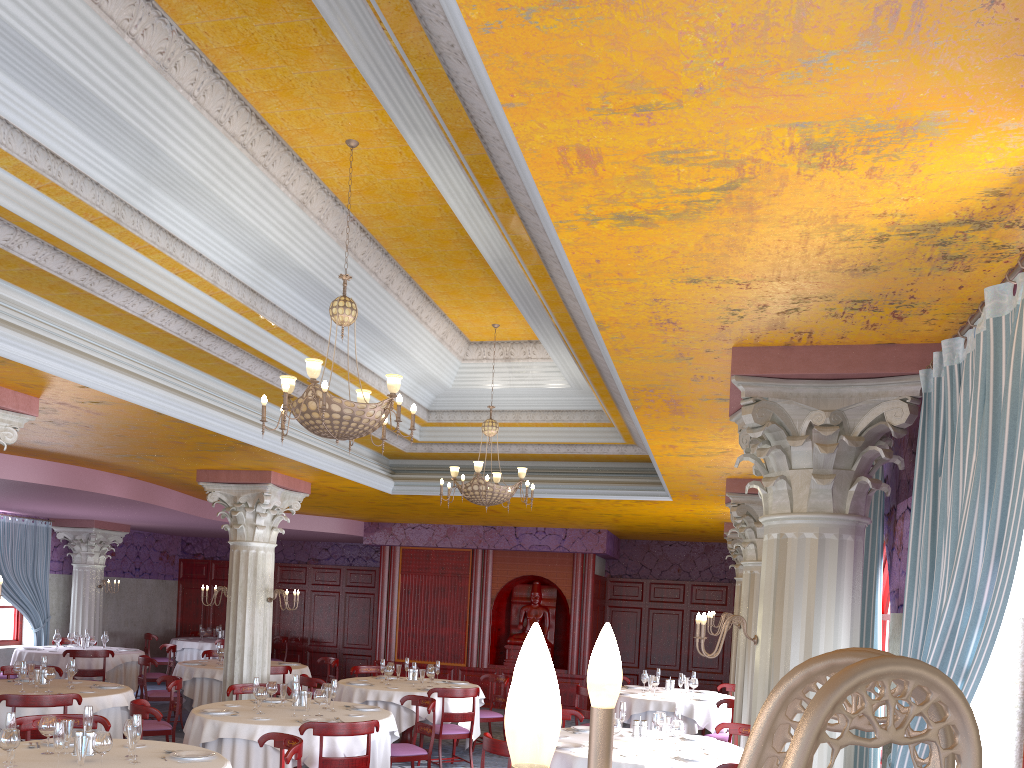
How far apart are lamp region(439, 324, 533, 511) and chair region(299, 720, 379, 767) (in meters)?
2.77

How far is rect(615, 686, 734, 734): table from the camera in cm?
1079

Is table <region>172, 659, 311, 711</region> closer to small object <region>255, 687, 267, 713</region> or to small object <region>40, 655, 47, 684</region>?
small object <region>40, 655, 47, 684</region>

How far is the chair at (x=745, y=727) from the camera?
8.1m

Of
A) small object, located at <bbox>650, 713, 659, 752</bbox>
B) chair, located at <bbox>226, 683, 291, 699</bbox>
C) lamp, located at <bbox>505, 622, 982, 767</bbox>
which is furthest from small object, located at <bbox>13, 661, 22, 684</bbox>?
lamp, located at <bbox>505, 622, 982, 767</bbox>

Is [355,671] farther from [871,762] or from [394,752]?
[871,762]

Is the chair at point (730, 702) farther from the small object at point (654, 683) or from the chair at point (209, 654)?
the chair at point (209, 654)

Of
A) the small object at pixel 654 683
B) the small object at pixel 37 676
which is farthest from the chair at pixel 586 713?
the small object at pixel 37 676

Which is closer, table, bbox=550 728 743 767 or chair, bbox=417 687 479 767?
table, bbox=550 728 743 767

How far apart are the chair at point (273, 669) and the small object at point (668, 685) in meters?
5.3 m
